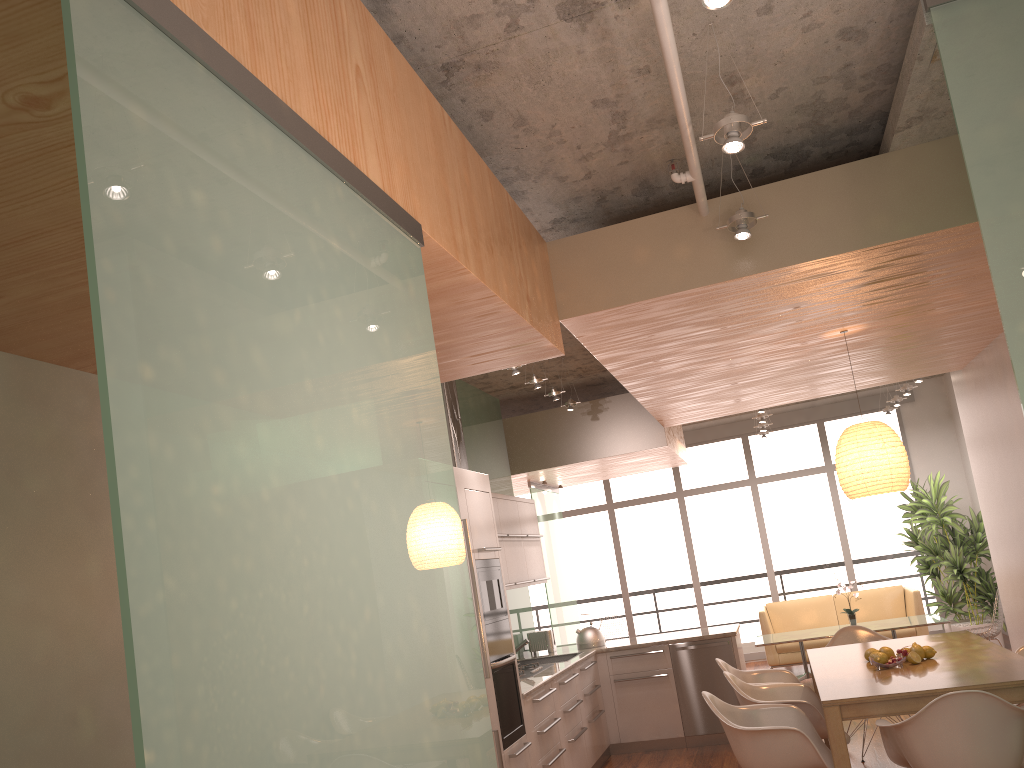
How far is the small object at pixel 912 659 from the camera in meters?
4.7 m

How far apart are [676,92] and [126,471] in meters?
2.5 m

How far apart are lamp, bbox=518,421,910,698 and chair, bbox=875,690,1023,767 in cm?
151

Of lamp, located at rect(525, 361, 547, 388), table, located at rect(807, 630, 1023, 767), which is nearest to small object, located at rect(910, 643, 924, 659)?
table, located at rect(807, 630, 1023, 767)

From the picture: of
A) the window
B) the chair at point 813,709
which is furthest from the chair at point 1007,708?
the window

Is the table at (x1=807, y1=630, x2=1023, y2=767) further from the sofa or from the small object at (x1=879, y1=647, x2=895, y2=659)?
the sofa

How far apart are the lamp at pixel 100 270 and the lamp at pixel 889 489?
3.27m

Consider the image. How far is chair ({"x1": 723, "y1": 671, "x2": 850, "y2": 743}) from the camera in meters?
4.8 m

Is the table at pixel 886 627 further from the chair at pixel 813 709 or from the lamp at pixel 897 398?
the chair at pixel 813 709

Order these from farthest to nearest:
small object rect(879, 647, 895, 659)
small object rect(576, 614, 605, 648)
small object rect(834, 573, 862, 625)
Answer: small object rect(834, 573, 862, 625)
small object rect(576, 614, 605, 648)
small object rect(879, 647, 895, 659)
